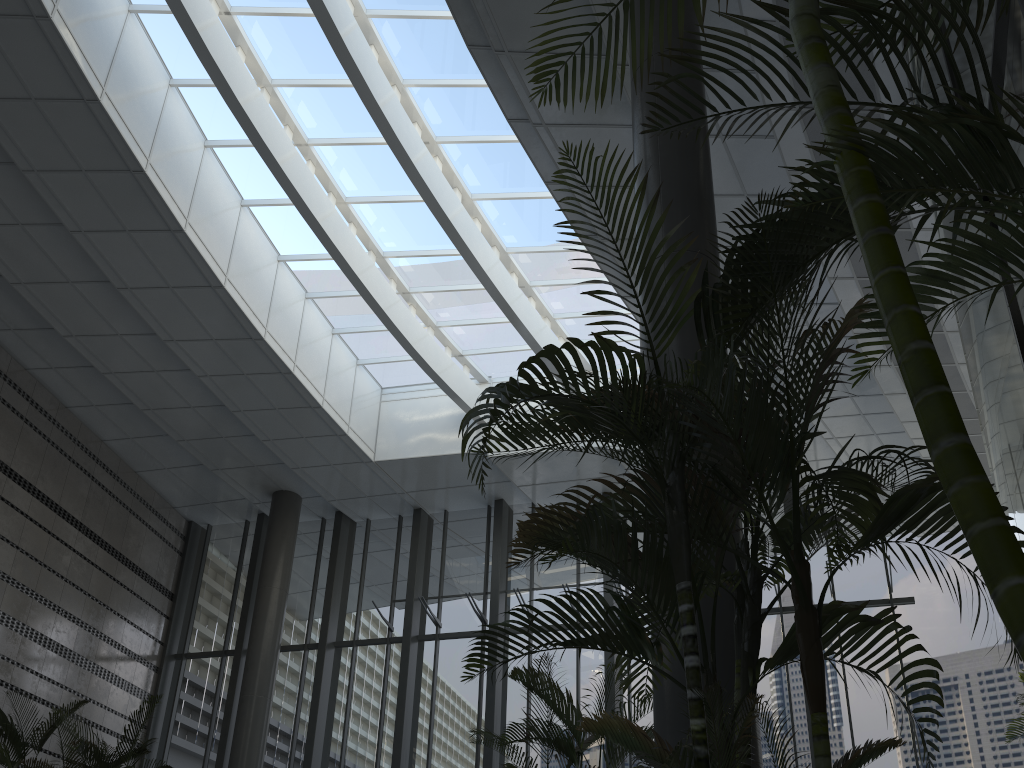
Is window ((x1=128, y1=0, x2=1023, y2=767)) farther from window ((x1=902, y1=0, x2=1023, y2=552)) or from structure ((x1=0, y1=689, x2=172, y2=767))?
window ((x1=902, y1=0, x2=1023, y2=552))

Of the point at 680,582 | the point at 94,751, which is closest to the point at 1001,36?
the point at 680,582

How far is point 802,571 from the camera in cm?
213

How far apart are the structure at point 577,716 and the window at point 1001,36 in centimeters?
225cm

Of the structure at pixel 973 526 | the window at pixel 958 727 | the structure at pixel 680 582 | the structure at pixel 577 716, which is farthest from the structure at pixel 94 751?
the structure at pixel 973 526

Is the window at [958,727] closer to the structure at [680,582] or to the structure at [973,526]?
the structure at [973,526]

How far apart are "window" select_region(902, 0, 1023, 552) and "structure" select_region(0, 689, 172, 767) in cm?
867

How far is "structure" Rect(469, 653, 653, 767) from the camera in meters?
4.8 m

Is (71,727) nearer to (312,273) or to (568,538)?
(312,273)

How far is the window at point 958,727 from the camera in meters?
10.2
